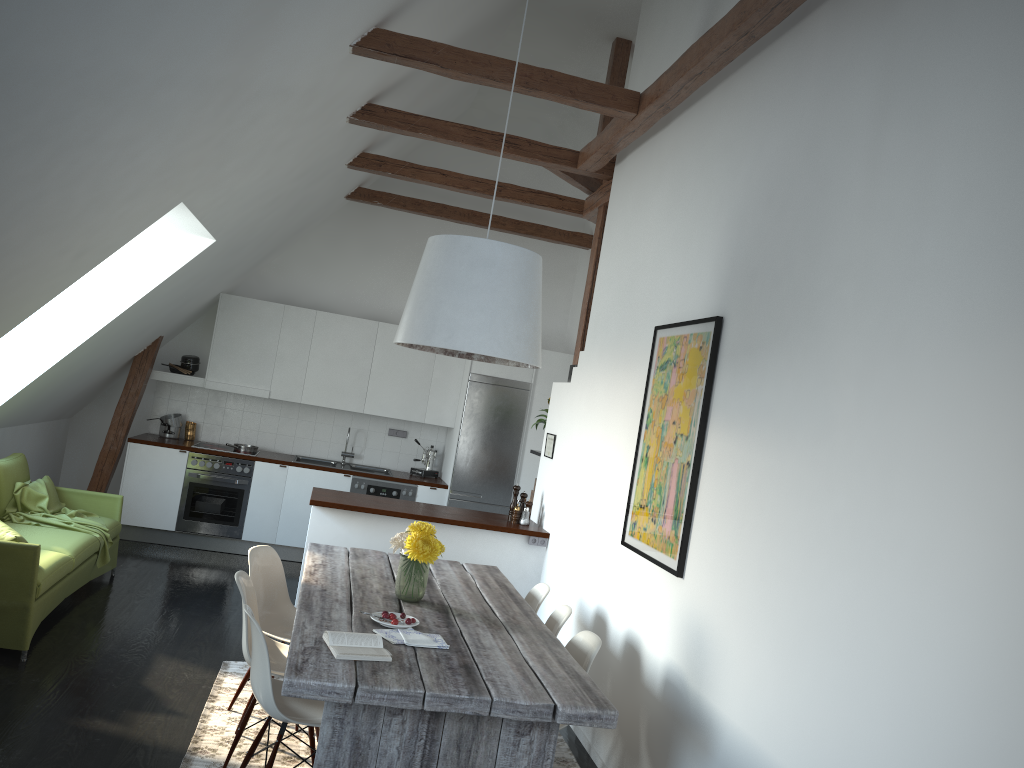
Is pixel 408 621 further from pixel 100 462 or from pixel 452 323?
pixel 100 462

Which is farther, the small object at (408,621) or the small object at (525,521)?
the small object at (525,521)

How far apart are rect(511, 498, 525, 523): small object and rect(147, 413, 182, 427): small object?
3.85m

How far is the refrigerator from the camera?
8.48m

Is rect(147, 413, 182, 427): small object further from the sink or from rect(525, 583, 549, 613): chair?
rect(525, 583, 549, 613): chair

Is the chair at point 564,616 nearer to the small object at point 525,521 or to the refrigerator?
the small object at point 525,521

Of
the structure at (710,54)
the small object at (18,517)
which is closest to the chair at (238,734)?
the small object at (18,517)

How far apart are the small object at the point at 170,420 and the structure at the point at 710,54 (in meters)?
2.70

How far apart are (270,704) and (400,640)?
0.53m

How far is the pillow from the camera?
4.73m
